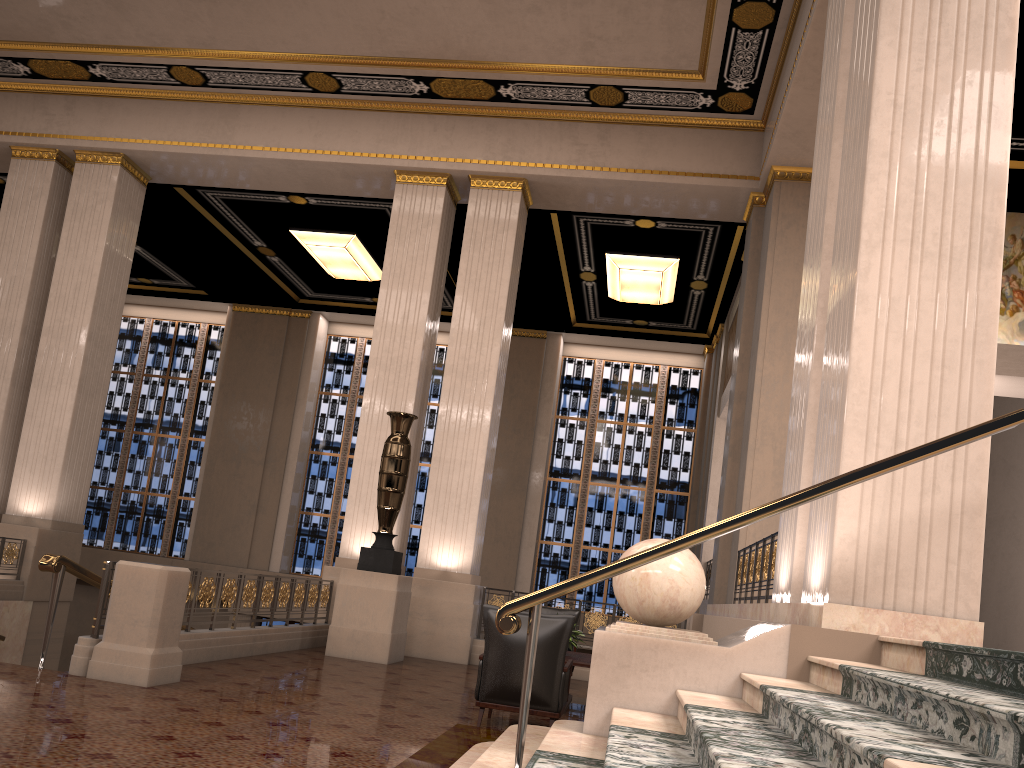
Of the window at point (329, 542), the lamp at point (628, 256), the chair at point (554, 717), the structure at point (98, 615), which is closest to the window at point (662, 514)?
the window at point (329, 542)

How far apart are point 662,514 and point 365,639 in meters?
9.9 m

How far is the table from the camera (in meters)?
7.10

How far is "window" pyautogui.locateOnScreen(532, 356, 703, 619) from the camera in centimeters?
1799cm

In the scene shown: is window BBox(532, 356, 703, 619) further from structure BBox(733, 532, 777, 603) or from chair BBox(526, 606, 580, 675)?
structure BBox(733, 532, 777, 603)

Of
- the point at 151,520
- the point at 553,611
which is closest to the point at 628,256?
the point at 553,611

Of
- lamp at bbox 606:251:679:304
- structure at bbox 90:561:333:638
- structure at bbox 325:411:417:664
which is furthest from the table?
lamp at bbox 606:251:679:304

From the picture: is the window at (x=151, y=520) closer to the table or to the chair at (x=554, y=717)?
the table

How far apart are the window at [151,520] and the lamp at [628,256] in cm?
948

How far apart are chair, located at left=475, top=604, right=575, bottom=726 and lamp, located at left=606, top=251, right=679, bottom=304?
9.3 meters
